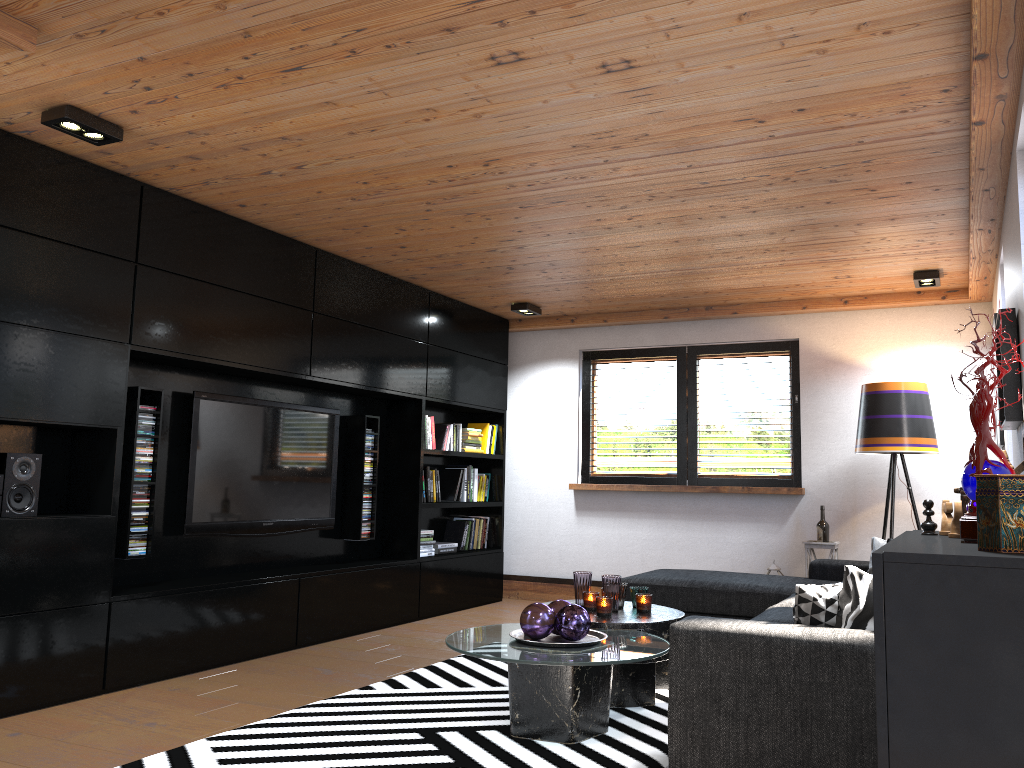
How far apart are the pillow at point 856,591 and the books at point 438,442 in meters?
4.3 m

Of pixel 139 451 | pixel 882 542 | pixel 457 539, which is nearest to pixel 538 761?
pixel 139 451

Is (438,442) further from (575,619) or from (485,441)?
(575,619)

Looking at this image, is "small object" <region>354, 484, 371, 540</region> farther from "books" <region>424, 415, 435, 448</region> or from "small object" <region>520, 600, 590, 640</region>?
"small object" <region>520, 600, 590, 640</region>

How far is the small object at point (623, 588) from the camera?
4.3m

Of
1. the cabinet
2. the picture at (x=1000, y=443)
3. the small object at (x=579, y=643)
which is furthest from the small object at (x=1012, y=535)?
the picture at (x=1000, y=443)

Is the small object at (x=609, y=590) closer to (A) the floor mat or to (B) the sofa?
(A) the floor mat

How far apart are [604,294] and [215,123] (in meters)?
3.58

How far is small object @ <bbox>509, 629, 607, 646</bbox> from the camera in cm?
338

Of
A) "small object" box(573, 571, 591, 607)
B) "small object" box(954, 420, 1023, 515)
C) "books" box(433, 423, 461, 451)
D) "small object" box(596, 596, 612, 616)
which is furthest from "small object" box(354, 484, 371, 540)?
"small object" box(954, 420, 1023, 515)
